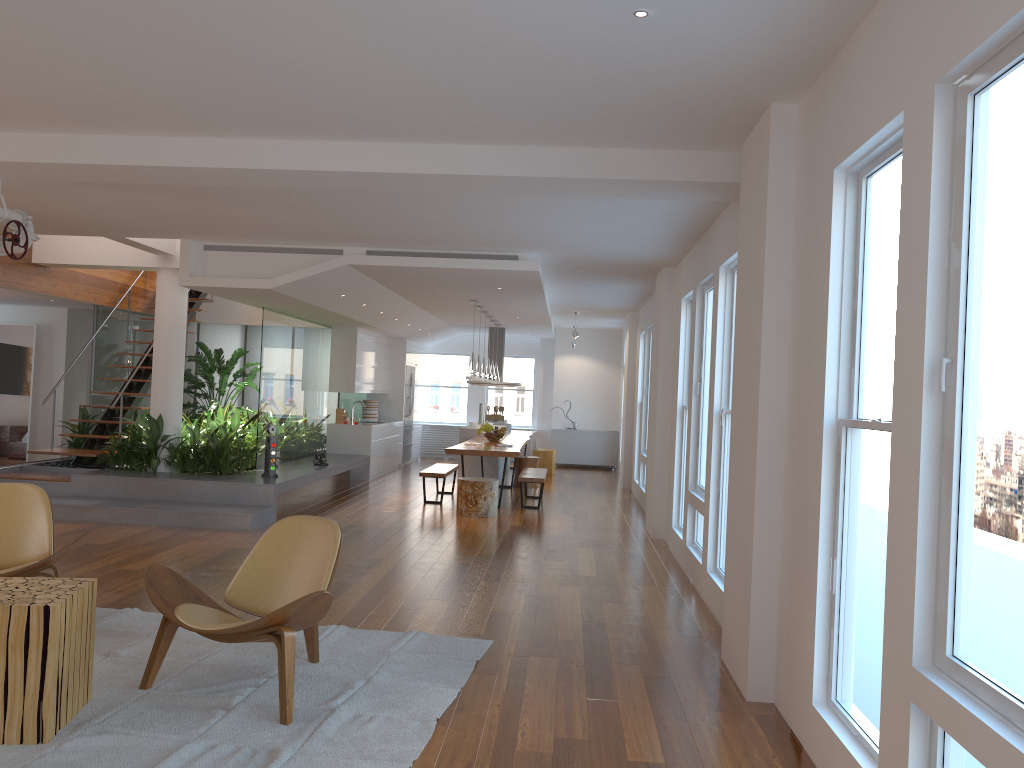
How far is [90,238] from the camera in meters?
9.6

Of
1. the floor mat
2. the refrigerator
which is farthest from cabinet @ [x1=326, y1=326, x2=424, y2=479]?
the floor mat

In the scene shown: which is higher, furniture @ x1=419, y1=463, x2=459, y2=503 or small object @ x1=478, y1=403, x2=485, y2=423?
small object @ x1=478, y1=403, x2=485, y2=423

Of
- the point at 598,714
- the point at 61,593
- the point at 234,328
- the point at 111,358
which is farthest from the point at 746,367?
the point at 234,328

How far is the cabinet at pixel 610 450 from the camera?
17.1 meters

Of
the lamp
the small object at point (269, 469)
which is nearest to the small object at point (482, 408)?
the lamp

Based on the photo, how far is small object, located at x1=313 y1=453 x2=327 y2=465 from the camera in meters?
11.1 m

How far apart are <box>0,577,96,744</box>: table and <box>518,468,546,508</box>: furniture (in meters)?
7.10

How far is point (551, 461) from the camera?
15.1m

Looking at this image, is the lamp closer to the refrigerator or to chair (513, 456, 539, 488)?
chair (513, 456, 539, 488)
